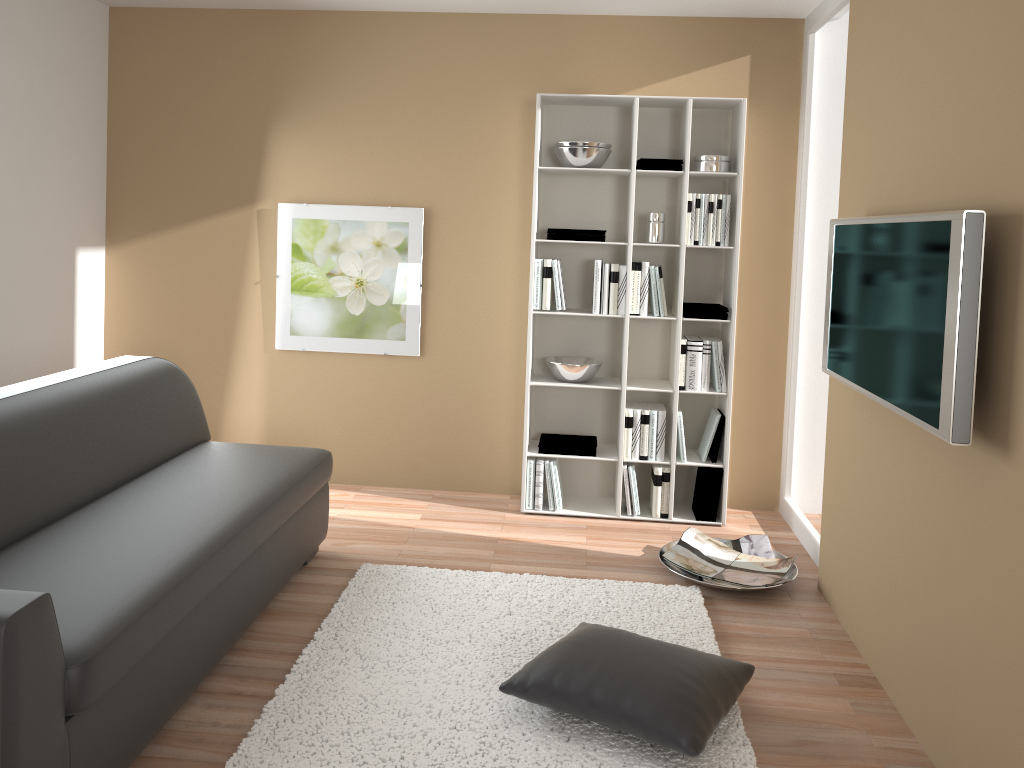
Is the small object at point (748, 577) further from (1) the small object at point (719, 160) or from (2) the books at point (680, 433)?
(1) the small object at point (719, 160)

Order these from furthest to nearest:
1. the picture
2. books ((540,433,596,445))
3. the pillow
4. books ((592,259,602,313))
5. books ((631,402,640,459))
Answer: the picture, books ((540,433,596,445)), books ((631,402,640,459)), books ((592,259,602,313)), the pillow

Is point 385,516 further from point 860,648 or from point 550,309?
point 860,648

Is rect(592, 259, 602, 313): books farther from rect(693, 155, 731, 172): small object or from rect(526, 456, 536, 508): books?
rect(526, 456, 536, 508): books

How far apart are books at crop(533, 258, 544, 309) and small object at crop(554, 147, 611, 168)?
0.50m

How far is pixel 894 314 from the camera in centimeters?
258cm

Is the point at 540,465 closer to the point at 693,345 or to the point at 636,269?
the point at 693,345

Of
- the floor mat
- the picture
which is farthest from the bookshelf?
→ the floor mat

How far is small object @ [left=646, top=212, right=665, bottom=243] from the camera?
4.40m

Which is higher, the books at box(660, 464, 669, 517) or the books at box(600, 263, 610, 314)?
the books at box(600, 263, 610, 314)
